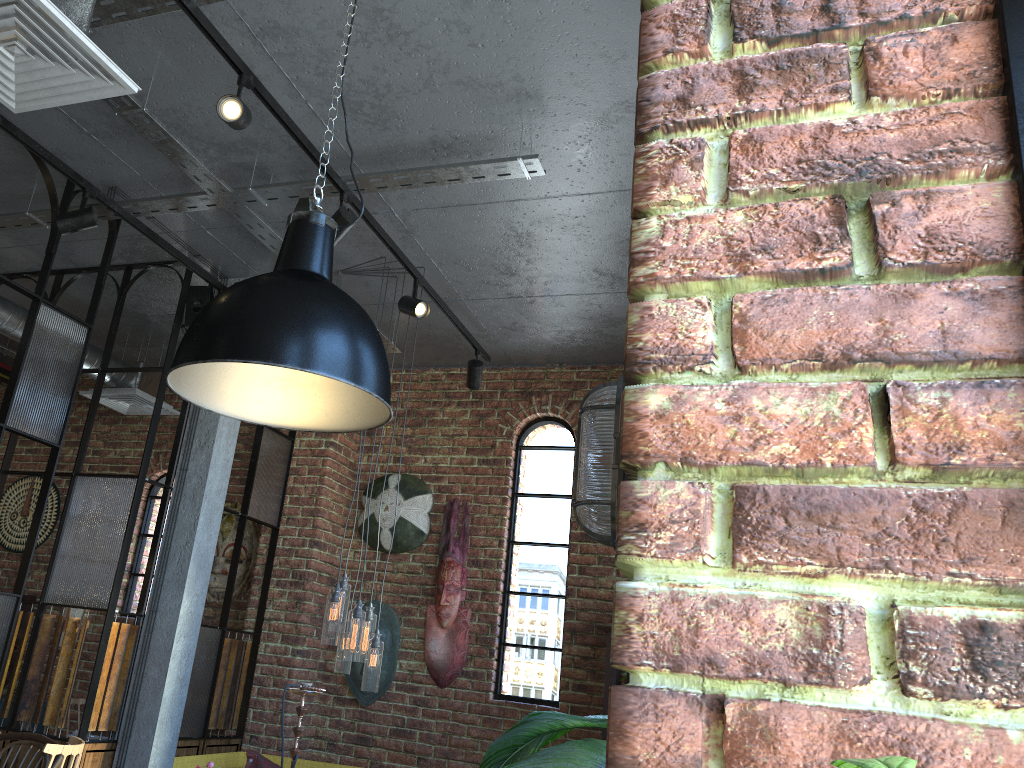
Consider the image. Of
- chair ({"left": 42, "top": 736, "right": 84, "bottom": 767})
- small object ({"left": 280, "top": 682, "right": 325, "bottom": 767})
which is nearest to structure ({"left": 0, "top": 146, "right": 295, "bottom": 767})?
small object ({"left": 280, "top": 682, "right": 325, "bottom": 767})

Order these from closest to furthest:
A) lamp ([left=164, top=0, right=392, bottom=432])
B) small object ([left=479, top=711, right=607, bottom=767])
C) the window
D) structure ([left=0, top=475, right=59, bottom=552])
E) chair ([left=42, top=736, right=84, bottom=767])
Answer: the window → small object ([left=479, top=711, right=607, bottom=767]) → lamp ([left=164, top=0, right=392, bottom=432]) → chair ([left=42, top=736, right=84, bottom=767]) → structure ([left=0, top=475, right=59, bottom=552])

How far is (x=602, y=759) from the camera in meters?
1.0 m

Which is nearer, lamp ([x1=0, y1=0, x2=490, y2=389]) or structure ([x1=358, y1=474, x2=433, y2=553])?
lamp ([x1=0, y1=0, x2=490, y2=389])

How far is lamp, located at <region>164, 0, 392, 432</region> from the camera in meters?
1.8 m

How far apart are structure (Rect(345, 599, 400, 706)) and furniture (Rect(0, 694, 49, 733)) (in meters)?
2.30

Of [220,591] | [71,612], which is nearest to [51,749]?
[220,591]

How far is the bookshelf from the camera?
4.79m

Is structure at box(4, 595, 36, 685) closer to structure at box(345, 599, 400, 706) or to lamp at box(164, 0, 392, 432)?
structure at box(345, 599, 400, 706)

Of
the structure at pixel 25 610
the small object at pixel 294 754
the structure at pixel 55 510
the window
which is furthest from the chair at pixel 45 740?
the structure at pixel 55 510
